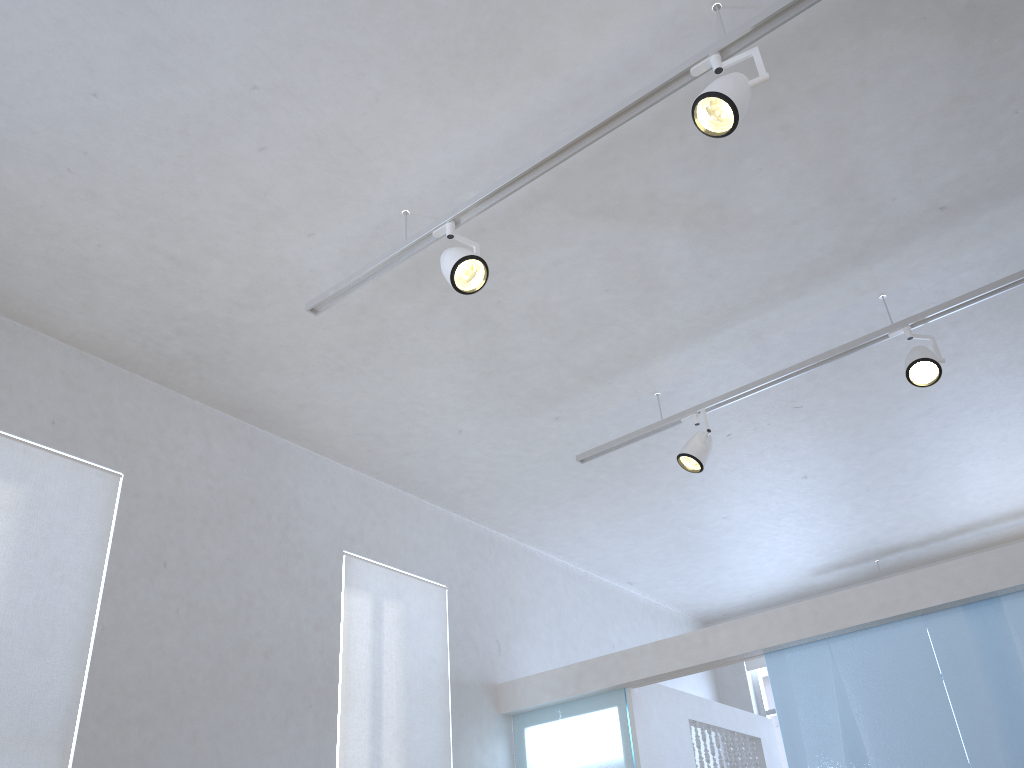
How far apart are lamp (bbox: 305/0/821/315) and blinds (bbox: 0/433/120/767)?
1.1 meters

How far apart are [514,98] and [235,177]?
1.0 meters

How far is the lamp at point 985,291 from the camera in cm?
346

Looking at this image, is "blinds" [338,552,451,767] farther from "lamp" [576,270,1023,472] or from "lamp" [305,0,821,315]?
"lamp" [305,0,821,315]

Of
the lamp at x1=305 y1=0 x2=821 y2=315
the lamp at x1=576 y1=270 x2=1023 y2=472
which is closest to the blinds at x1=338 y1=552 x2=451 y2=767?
the lamp at x1=576 y1=270 x2=1023 y2=472

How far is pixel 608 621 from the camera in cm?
624

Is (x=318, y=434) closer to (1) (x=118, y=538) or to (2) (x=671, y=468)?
(1) (x=118, y=538)

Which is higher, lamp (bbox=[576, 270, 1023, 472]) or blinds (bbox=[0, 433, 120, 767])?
lamp (bbox=[576, 270, 1023, 472])

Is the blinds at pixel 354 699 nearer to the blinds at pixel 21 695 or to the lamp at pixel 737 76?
the blinds at pixel 21 695

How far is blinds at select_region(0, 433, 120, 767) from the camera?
3.0m
